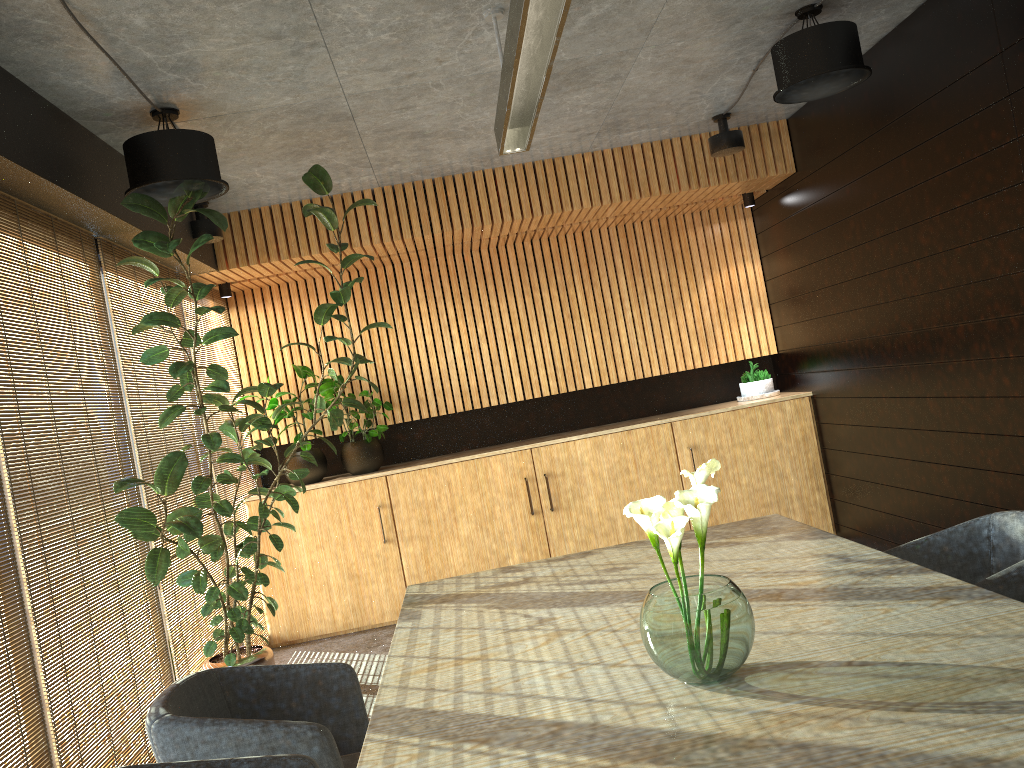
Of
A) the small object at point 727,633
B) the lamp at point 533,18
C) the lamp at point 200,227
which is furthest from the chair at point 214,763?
the lamp at point 200,227

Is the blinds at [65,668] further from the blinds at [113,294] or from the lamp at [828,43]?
the lamp at [828,43]

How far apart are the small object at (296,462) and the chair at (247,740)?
4.2m

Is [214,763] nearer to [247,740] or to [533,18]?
[247,740]

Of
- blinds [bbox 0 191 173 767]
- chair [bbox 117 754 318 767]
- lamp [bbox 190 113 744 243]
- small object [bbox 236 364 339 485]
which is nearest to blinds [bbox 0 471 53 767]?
blinds [bbox 0 191 173 767]

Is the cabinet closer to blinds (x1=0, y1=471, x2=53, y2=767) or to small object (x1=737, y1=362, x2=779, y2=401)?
small object (x1=737, y1=362, x2=779, y2=401)

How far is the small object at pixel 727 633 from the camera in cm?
217

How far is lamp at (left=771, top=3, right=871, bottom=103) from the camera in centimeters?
459cm

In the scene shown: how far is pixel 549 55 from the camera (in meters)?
3.12

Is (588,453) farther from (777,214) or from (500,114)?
(500,114)
